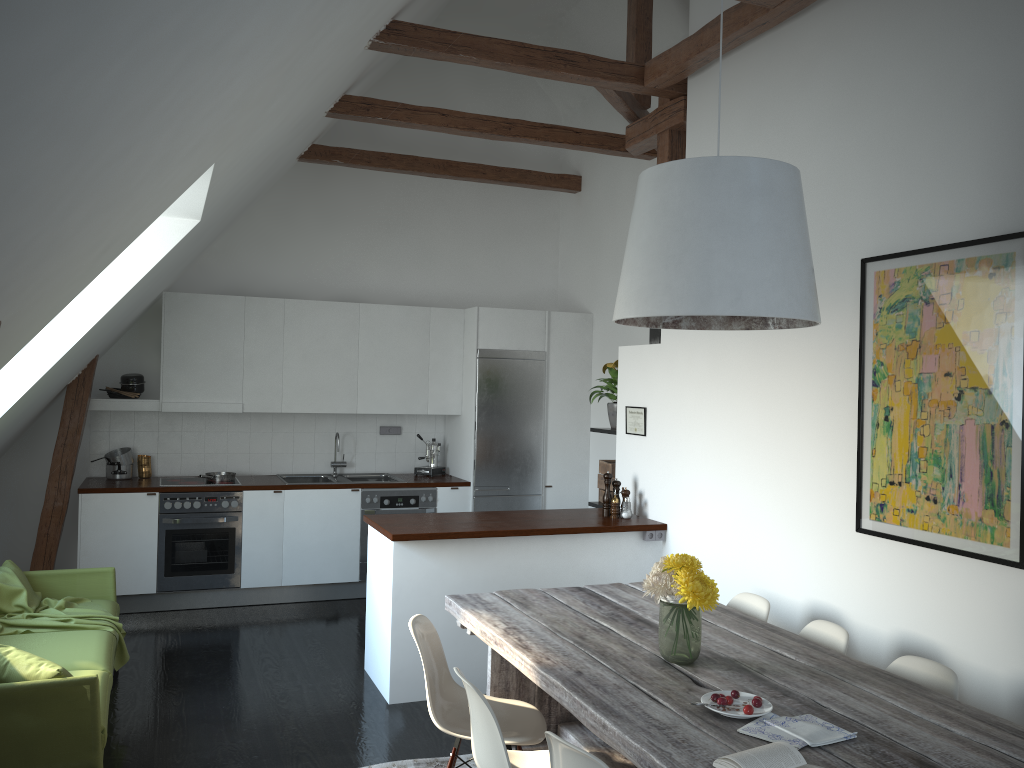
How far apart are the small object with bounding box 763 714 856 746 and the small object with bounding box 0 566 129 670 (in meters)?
3.46

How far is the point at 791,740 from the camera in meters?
2.4 m

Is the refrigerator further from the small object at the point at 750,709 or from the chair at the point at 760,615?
the small object at the point at 750,709

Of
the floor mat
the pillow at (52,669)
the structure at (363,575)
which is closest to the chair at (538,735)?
the floor mat

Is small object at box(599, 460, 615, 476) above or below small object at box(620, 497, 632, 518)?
above

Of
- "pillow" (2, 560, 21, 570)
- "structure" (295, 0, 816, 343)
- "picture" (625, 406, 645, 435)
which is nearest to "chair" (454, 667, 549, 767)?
"picture" (625, 406, 645, 435)

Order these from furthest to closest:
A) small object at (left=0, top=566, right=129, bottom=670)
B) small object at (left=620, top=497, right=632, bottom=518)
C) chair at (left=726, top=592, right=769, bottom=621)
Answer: small object at (left=620, top=497, right=632, bottom=518)
small object at (left=0, top=566, right=129, bottom=670)
chair at (left=726, top=592, right=769, bottom=621)

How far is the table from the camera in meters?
2.4 m

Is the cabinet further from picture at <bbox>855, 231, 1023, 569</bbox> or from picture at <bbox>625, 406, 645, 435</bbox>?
picture at <bbox>855, 231, 1023, 569</bbox>

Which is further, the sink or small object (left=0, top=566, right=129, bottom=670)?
the sink
